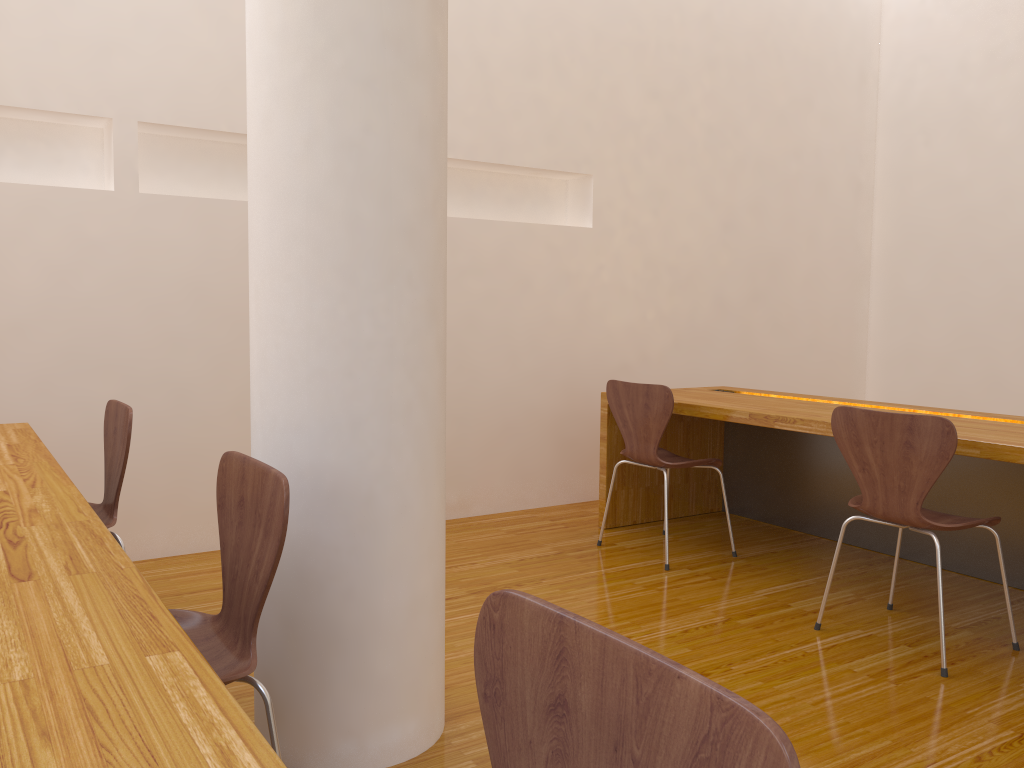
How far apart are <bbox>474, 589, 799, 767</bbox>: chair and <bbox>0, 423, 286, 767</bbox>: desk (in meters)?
0.22

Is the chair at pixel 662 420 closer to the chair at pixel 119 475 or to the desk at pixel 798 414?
the desk at pixel 798 414

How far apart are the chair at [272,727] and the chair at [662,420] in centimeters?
198cm

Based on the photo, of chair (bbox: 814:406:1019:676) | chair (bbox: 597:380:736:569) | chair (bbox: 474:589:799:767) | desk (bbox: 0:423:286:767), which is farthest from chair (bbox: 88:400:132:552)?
chair (bbox: 814:406:1019:676)

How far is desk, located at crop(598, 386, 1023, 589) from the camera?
3.1 meters

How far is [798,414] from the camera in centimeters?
311cm

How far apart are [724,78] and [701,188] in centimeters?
62cm

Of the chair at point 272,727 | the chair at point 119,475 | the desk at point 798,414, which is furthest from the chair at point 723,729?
the desk at point 798,414

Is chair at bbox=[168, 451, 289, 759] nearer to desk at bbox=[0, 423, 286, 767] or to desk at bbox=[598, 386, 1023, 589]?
desk at bbox=[0, 423, 286, 767]

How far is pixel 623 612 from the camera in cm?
284
